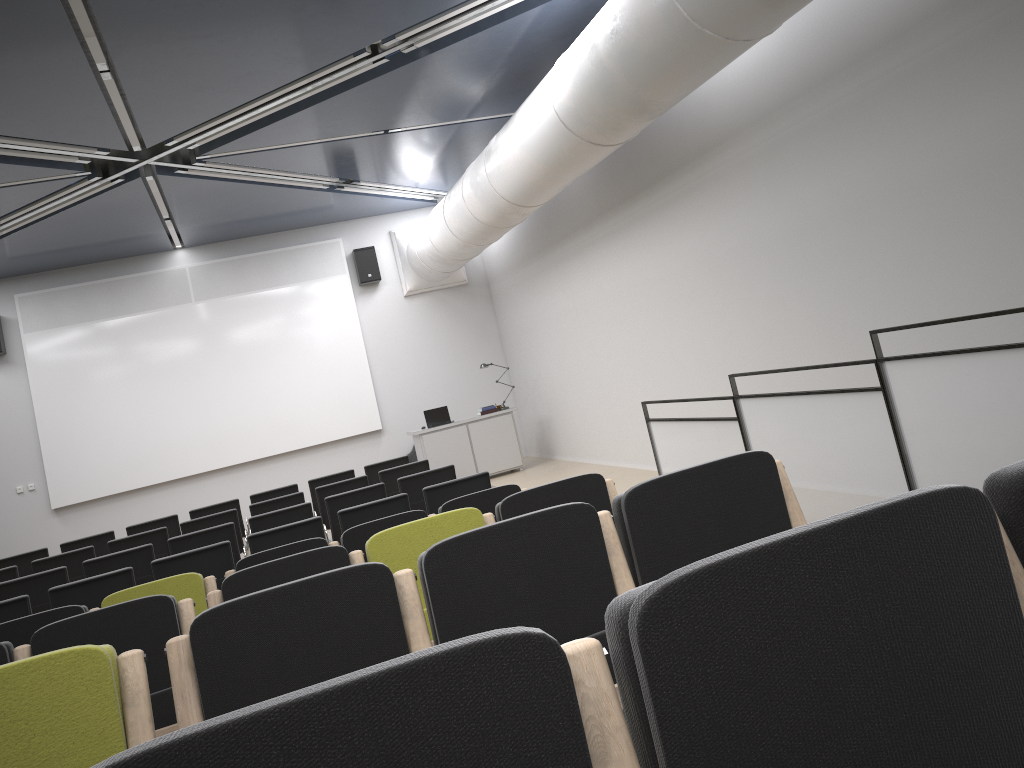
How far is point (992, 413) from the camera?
3.9 meters

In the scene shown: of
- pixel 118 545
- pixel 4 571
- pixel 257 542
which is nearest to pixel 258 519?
pixel 257 542

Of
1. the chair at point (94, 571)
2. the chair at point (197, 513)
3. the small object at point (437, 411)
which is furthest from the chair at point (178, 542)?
the small object at point (437, 411)

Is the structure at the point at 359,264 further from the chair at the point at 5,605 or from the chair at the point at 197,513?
the chair at the point at 5,605

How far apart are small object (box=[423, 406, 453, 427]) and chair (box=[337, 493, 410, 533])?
7.04m

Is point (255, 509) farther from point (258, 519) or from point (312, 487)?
point (312, 487)

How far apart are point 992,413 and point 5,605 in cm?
627

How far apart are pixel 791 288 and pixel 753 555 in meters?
6.9 m

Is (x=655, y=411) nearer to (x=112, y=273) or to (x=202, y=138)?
(x=202, y=138)

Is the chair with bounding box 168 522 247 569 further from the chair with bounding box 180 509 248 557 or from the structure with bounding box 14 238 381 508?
the structure with bounding box 14 238 381 508
